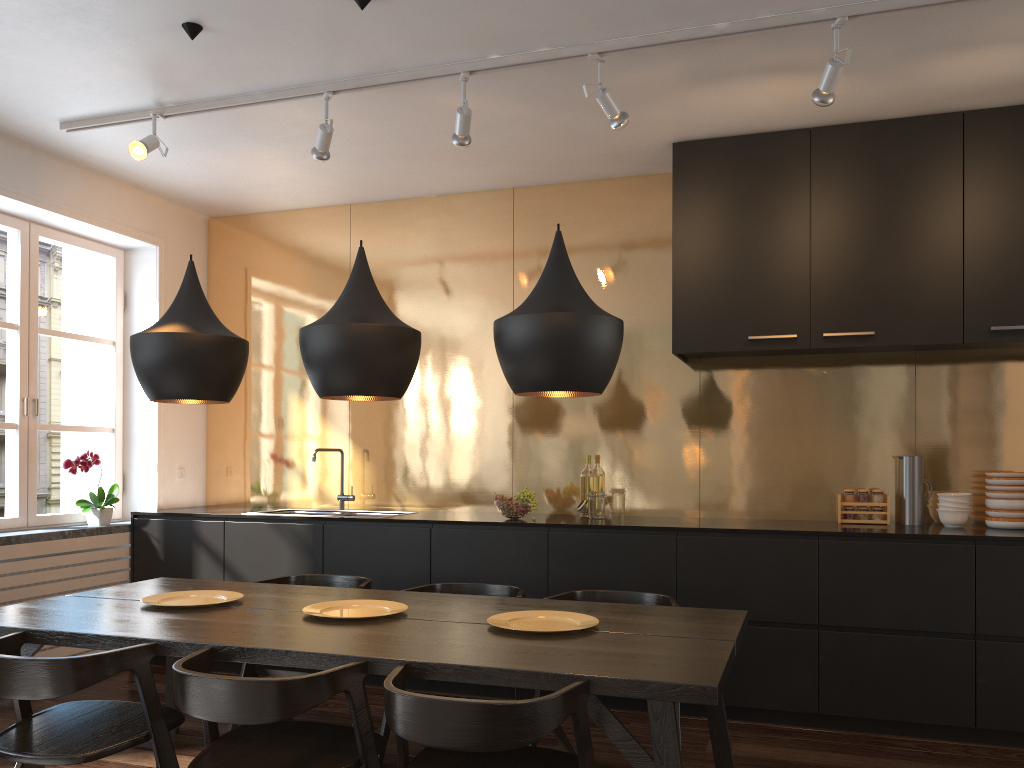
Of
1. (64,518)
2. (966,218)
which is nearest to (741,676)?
(966,218)

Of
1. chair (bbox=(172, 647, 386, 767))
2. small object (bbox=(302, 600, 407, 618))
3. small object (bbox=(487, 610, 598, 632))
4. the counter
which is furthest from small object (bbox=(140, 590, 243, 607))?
the counter

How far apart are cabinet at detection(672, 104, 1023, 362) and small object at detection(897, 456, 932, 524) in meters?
0.5

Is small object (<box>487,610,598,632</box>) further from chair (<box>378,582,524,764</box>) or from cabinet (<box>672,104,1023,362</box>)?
cabinet (<box>672,104,1023,362</box>)

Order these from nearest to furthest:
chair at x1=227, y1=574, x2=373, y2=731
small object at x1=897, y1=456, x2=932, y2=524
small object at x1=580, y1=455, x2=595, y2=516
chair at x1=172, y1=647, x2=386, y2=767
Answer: chair at x1=172, y1=647, x2=386, y2=767 → chair at x1=227, y1=574, x2=373, y2=731 → small object at x1=897, y1=456, x2=932, y2=524 → small object at x1=580, y1=455, x2=595, y2=516

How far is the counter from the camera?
4.01m

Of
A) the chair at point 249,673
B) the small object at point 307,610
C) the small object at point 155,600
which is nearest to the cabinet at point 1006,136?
the chair at point 249,673

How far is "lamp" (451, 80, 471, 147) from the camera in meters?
3.7

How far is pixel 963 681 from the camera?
3.70m

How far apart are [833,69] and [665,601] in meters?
2.1
